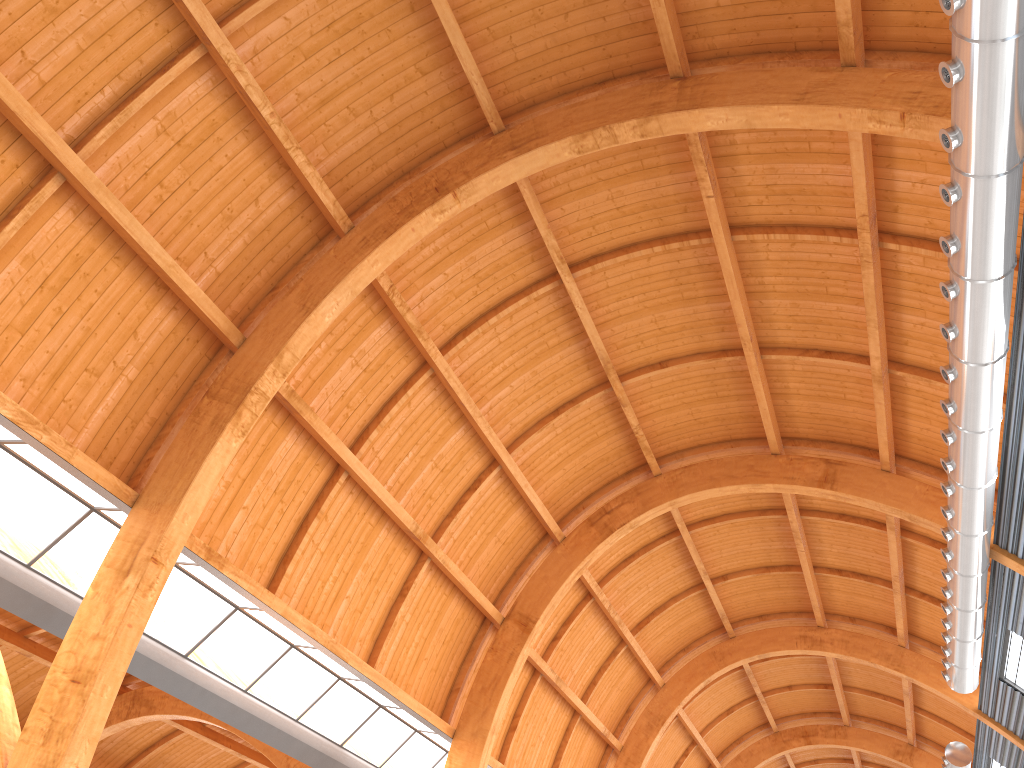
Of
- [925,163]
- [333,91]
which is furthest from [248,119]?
[925,163]

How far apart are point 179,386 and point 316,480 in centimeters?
550cm
